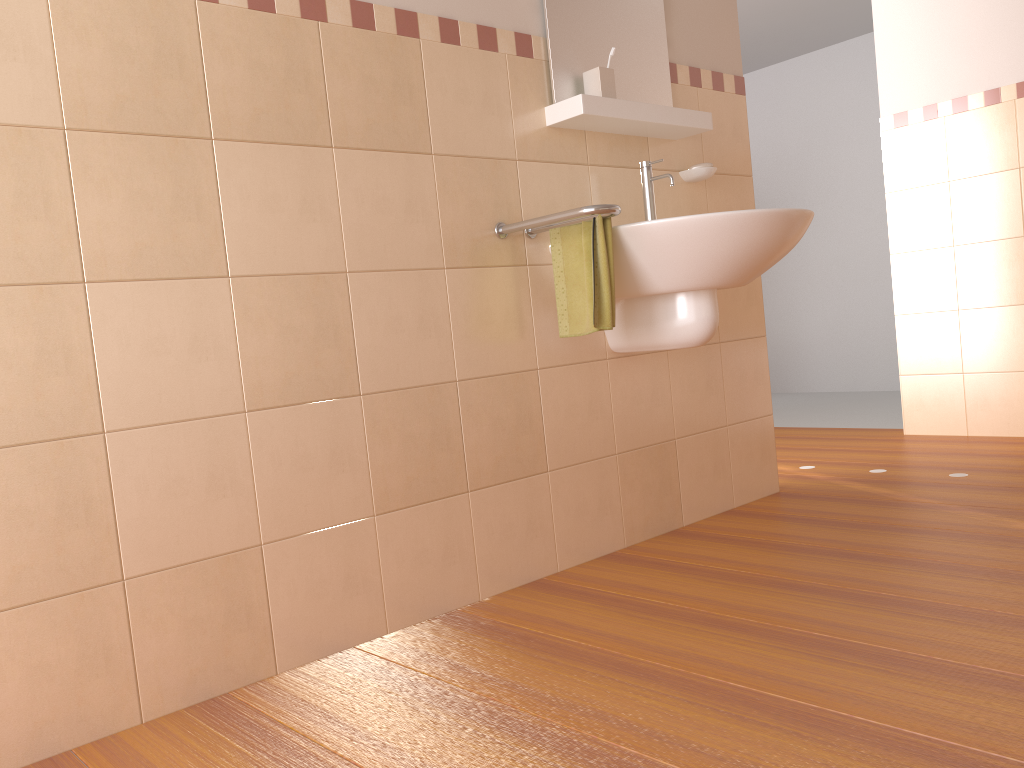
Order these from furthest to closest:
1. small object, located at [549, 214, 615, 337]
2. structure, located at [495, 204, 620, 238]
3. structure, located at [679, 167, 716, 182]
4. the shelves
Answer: structure, located at [679, 167, 716, 182] → the shelves → small object, located at [549, 214, 615, 337] → structure, located at [495, 204, 620, 238]

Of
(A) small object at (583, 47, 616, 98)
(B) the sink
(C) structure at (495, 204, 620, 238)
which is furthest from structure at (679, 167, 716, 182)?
(C) structure at (495, 204, 620, 238)

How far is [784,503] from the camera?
2.84m

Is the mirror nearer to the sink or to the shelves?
the shelves

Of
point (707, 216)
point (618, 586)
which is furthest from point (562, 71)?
point (618, 586)

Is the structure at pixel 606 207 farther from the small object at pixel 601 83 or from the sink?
the small object at pixel 601 83

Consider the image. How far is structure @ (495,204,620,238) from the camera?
2.0 meters

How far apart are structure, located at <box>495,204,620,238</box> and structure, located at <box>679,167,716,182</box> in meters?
0.7 m

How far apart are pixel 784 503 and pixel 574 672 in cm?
143

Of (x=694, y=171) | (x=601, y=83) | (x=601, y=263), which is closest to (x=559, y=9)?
(x=601, y=83)
